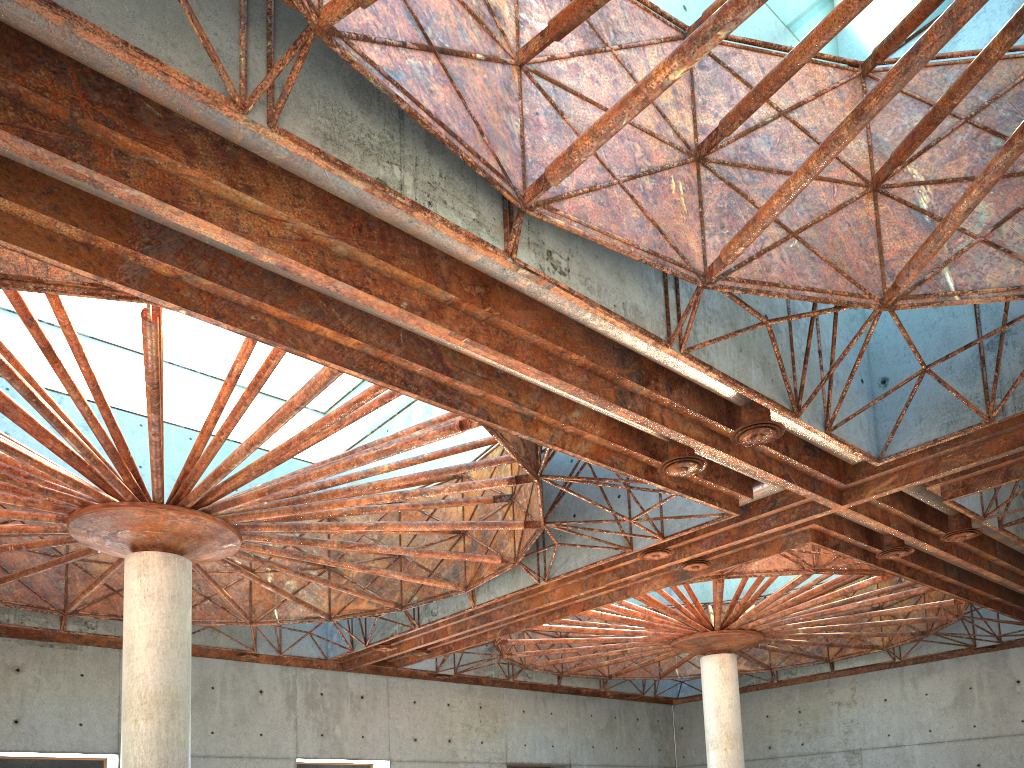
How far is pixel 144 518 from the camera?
24.52m

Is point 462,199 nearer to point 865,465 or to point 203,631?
point 865,465
